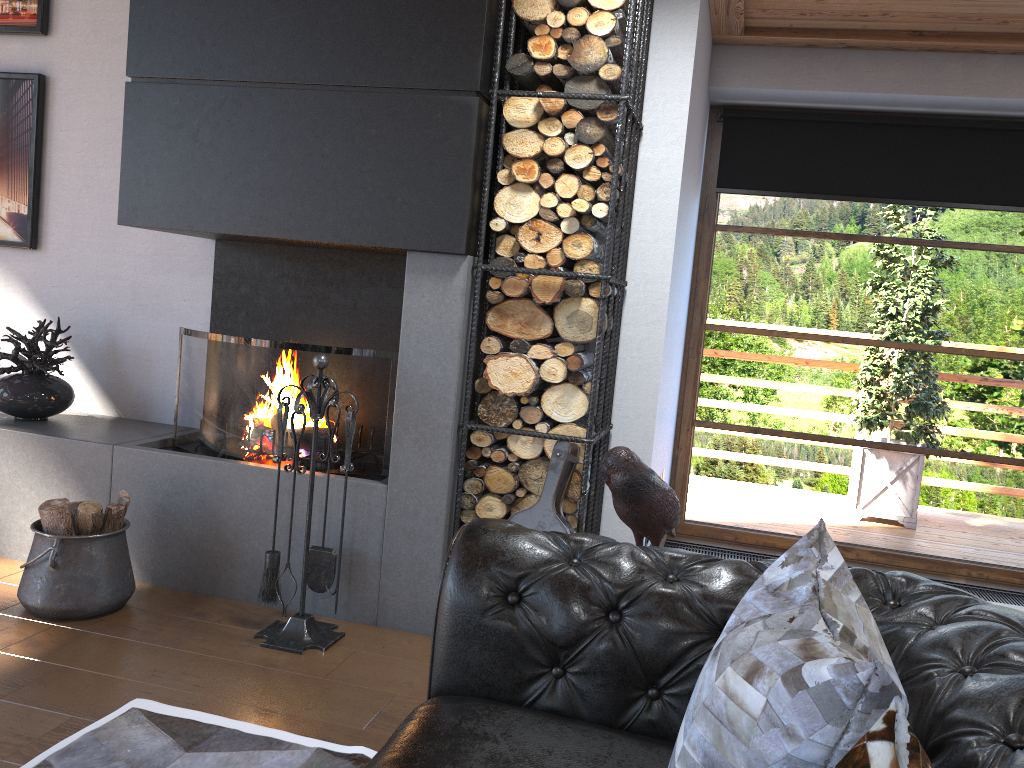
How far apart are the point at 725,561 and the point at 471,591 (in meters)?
0.51

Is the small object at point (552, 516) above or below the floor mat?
above

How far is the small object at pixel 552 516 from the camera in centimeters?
310cm

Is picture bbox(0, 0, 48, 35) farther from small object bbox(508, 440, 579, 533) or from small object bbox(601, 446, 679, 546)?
small object bbox(601, 446, 679, 546)

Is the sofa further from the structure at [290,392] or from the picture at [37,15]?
the picture at [37,15]

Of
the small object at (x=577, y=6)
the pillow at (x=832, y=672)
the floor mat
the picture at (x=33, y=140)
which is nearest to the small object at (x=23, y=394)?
the picture at (x=33, y=140)

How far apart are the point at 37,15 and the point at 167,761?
3.5 meters

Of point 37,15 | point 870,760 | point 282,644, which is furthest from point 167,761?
point 37,15

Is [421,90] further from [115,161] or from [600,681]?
[600,681]

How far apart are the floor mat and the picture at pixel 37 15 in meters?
3.2
